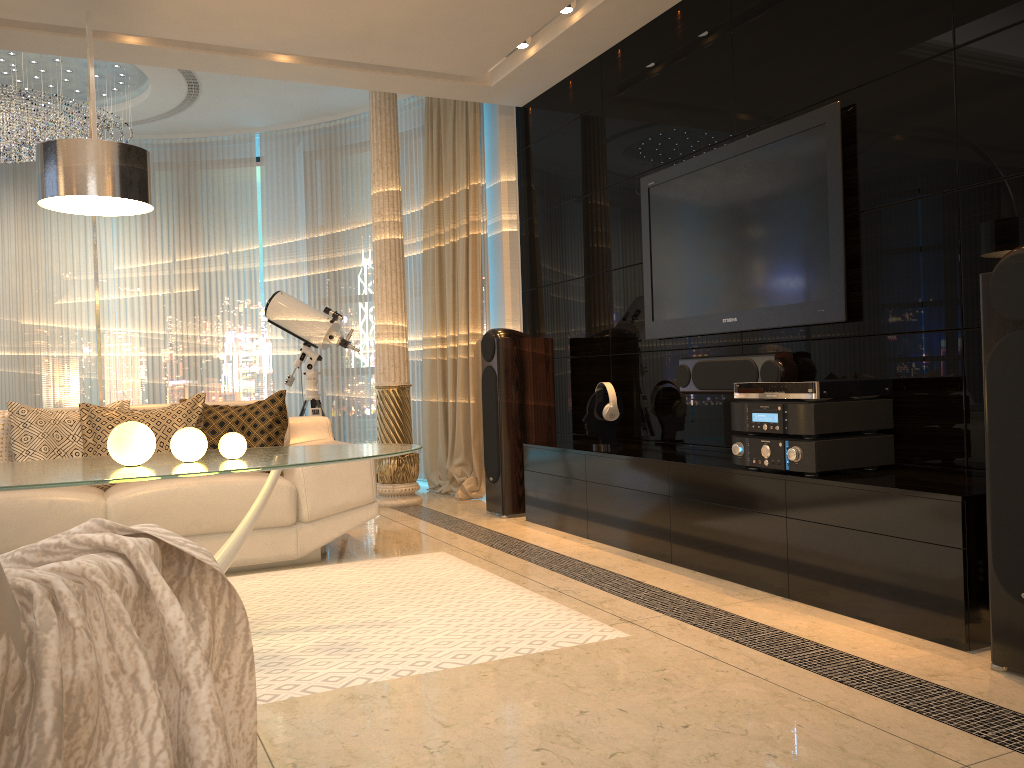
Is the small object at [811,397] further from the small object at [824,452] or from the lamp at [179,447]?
the lamp at [179,447]

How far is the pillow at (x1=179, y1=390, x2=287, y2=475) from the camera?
4.2m

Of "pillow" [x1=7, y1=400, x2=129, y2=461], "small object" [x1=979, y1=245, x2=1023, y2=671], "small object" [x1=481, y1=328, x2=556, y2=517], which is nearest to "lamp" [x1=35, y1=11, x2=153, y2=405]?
"pillow" [x1=7, y1=400, x2=129, y2=461]

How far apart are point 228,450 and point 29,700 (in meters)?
1.82

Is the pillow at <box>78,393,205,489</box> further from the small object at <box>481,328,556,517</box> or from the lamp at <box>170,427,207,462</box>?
the small object at <box>481,328,556,517</box>

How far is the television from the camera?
3.46m

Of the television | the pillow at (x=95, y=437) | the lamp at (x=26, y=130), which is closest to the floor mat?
the pillow at (x=95, y=437)

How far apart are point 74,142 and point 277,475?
1.4m

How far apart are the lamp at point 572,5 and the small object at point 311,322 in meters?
2.5

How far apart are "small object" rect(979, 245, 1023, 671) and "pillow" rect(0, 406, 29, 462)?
3.9m
